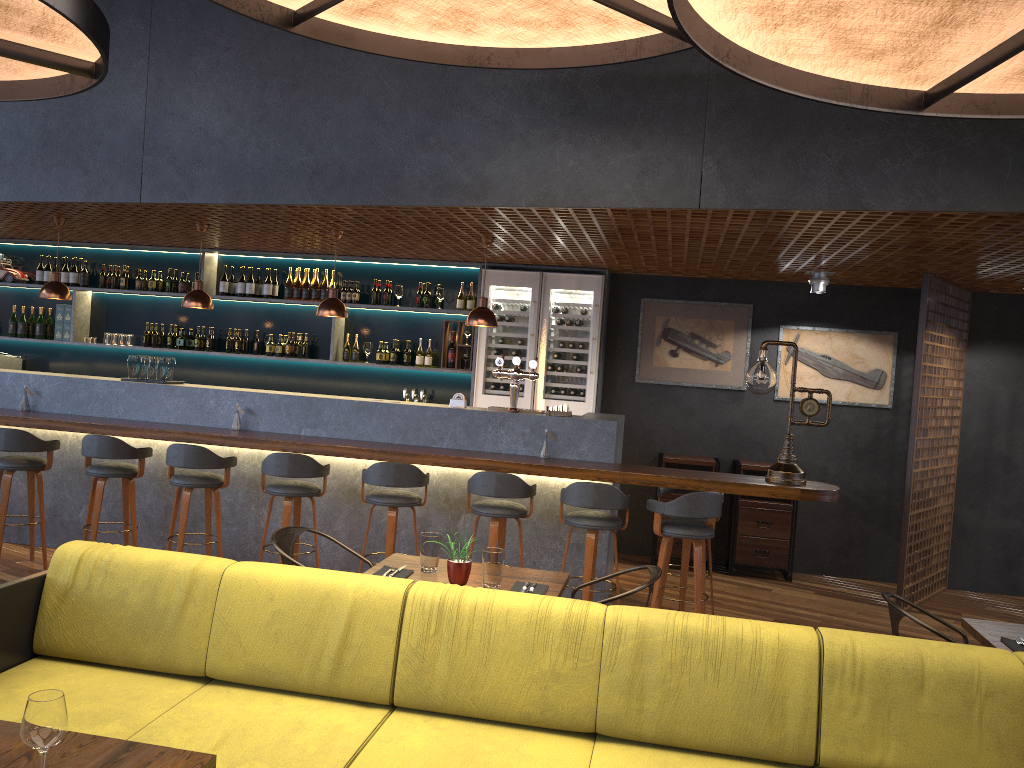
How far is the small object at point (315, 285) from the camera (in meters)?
8.84

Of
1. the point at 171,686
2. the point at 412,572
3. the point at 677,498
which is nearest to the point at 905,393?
the point at 677,498

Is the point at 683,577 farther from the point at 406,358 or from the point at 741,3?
the point at 741,3

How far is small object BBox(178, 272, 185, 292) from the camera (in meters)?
9.09

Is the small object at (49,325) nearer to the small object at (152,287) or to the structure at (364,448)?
the structure at (364,448)

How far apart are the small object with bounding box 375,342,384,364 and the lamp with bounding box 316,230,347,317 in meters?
1.8 m

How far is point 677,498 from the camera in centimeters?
556cm

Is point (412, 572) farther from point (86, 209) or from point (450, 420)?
point (86, 209)

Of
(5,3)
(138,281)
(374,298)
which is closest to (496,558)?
(5,3)

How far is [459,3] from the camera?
4.2m
